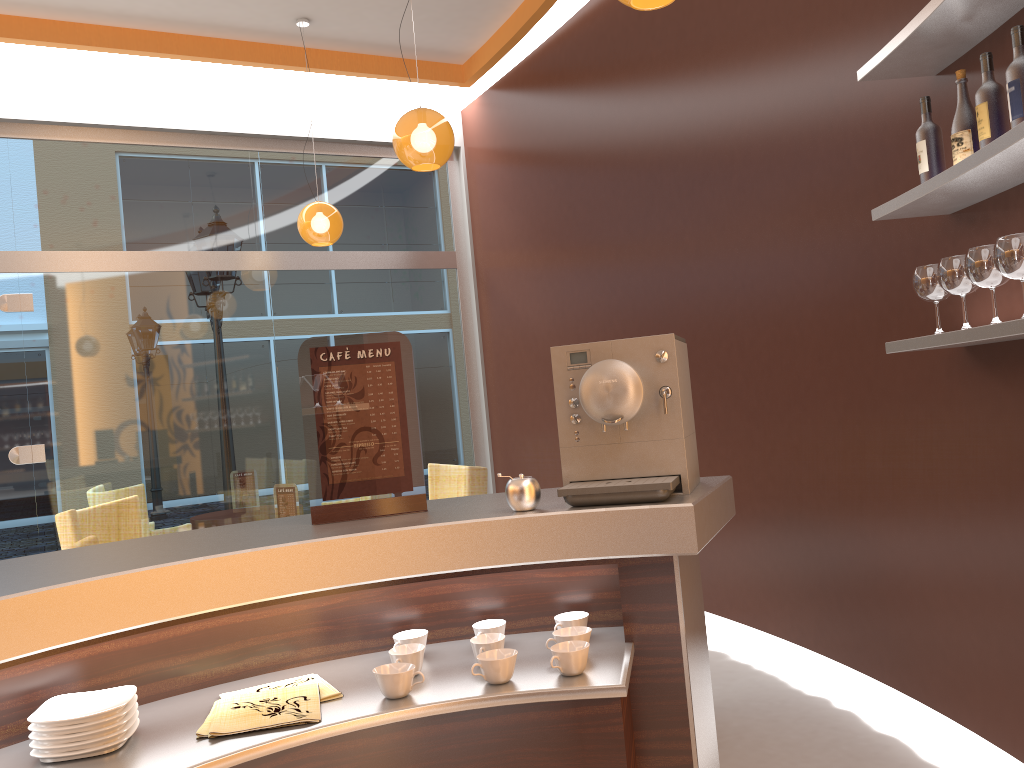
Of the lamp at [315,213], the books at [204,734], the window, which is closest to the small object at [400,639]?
the books at [204,734]

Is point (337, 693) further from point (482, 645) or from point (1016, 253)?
point (1016, 253)

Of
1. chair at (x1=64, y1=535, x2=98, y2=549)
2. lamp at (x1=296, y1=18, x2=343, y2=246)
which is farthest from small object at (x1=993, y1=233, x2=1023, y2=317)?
lamp at (x1=296, y1=18, x2=343, y2=246)

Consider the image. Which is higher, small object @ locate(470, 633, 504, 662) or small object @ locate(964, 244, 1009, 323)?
small object @ locate(964, 244, 1009, 323)

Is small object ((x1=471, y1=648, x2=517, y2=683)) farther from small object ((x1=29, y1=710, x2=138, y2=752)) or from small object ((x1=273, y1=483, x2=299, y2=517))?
small object ((x1=273, y1=483, x2=299, y2=517))

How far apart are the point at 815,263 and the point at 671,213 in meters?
1.3 m

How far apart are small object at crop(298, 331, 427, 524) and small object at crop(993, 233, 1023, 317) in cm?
149

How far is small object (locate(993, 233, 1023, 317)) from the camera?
2.19m

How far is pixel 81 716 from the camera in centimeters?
141cm

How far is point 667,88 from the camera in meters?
4.8 m
